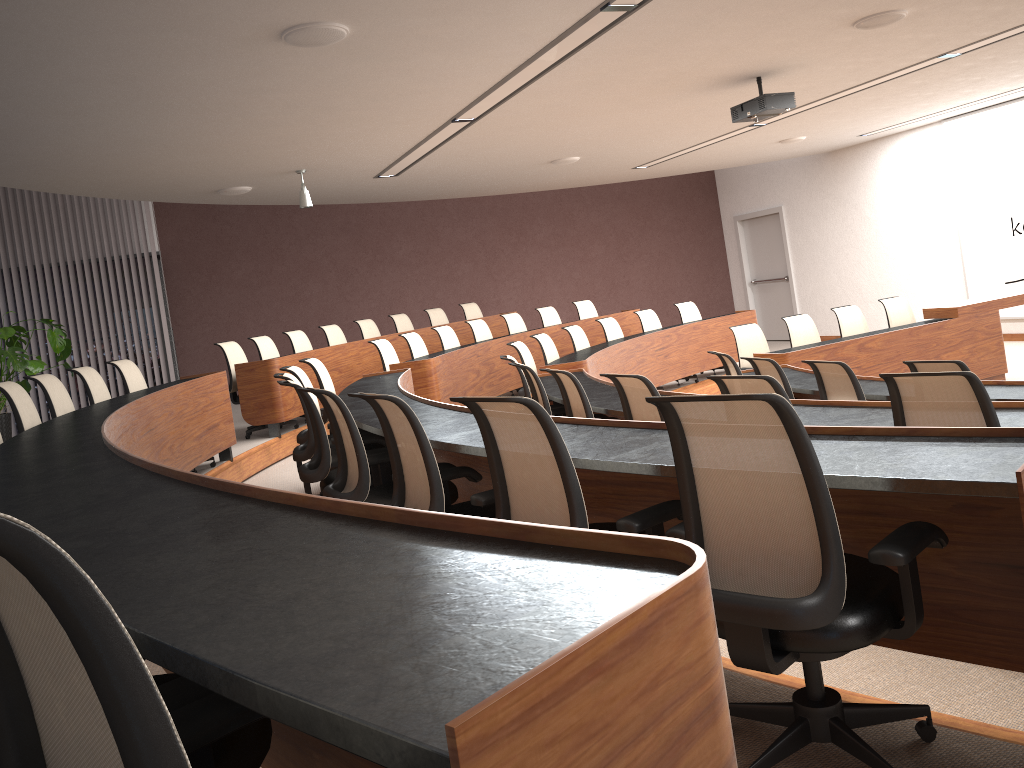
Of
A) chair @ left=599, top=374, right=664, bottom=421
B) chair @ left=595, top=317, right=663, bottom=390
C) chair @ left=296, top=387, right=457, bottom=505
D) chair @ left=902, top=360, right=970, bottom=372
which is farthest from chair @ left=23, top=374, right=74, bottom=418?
chair @ left=595, top=317, right=663, bottom=390

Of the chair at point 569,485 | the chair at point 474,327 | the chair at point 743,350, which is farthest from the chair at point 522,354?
the chair at point 569,485

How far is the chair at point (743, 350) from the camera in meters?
8.7

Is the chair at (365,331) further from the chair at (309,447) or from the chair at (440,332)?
the chair at (309,447)

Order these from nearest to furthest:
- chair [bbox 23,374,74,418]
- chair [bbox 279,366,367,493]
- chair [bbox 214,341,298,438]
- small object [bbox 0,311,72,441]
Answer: chair [bbox 23,374,74,418] → chair [bbox 279,366,367,493] → small object [bbox 0,311,72,441] → chair [bbox 214,341,298,438]

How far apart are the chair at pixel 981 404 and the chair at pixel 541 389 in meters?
2.8 m

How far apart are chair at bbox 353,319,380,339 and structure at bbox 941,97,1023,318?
7.95m

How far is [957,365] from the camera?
4.6 meters

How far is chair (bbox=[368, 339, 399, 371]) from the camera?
8.4 meters

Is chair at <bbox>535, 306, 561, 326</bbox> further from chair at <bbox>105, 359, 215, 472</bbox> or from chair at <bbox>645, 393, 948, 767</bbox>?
chair at <bbox>645, 393, 948, 767</bbox>
